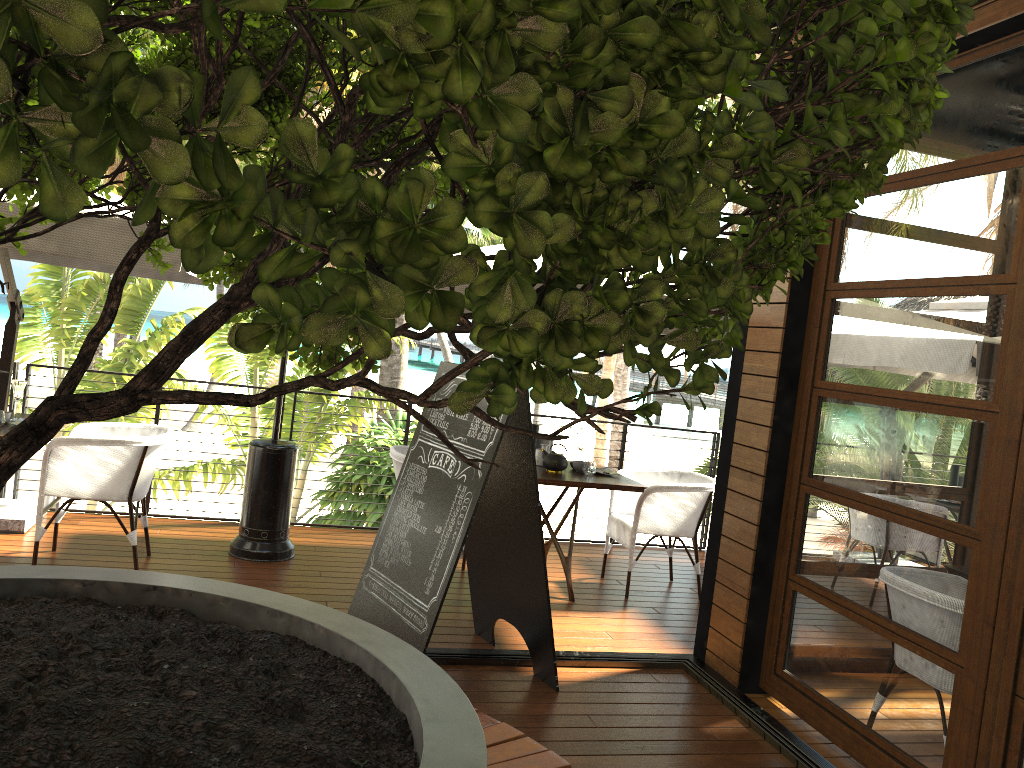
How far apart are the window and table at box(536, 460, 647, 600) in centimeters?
130cm

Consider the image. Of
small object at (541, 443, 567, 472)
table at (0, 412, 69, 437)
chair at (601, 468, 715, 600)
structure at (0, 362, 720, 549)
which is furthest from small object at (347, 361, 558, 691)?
structure at (0, 362, 720, 549)

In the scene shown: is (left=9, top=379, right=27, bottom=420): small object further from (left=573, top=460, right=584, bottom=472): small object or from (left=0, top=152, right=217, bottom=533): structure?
(left=573, top=460, right=584, bottom=472): small object

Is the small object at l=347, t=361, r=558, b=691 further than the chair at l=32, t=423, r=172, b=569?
No

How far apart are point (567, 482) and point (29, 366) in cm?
370

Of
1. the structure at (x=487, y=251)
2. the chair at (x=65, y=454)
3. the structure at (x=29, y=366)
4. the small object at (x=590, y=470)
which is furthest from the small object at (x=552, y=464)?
the chair at (x=65, y=454)

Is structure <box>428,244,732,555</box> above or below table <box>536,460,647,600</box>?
above

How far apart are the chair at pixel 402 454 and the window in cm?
223

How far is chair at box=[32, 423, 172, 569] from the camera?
4.70m

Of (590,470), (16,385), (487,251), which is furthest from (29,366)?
(590,470)
